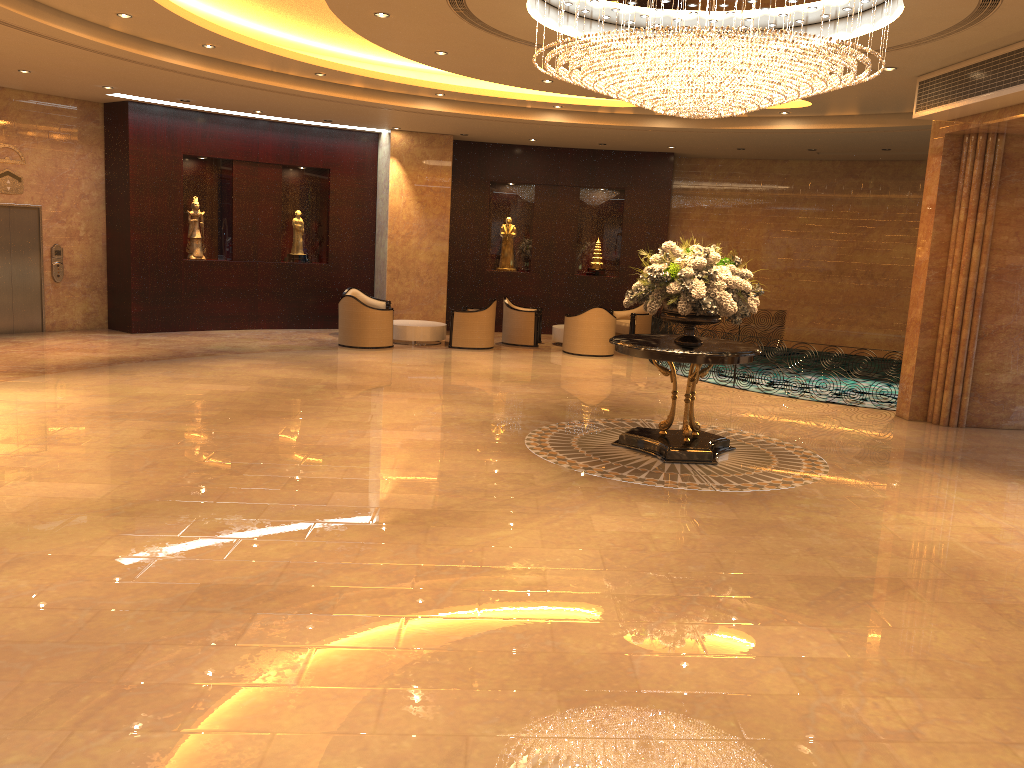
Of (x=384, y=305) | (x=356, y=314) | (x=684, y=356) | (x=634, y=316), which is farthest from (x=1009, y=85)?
(x=384, y=305)

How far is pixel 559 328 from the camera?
17.2m

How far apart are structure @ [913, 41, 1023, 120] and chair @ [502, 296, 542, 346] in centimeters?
783cm

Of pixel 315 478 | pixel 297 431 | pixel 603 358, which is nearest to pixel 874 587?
pixel 315 478

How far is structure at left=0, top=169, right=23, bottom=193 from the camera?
14.4 meters

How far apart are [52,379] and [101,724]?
8.52m

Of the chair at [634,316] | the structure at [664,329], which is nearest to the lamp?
the structure at [664,329]

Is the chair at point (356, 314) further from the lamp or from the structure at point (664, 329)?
the lamp

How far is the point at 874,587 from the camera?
5.49m

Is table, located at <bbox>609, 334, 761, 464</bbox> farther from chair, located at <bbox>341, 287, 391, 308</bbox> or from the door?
the door
